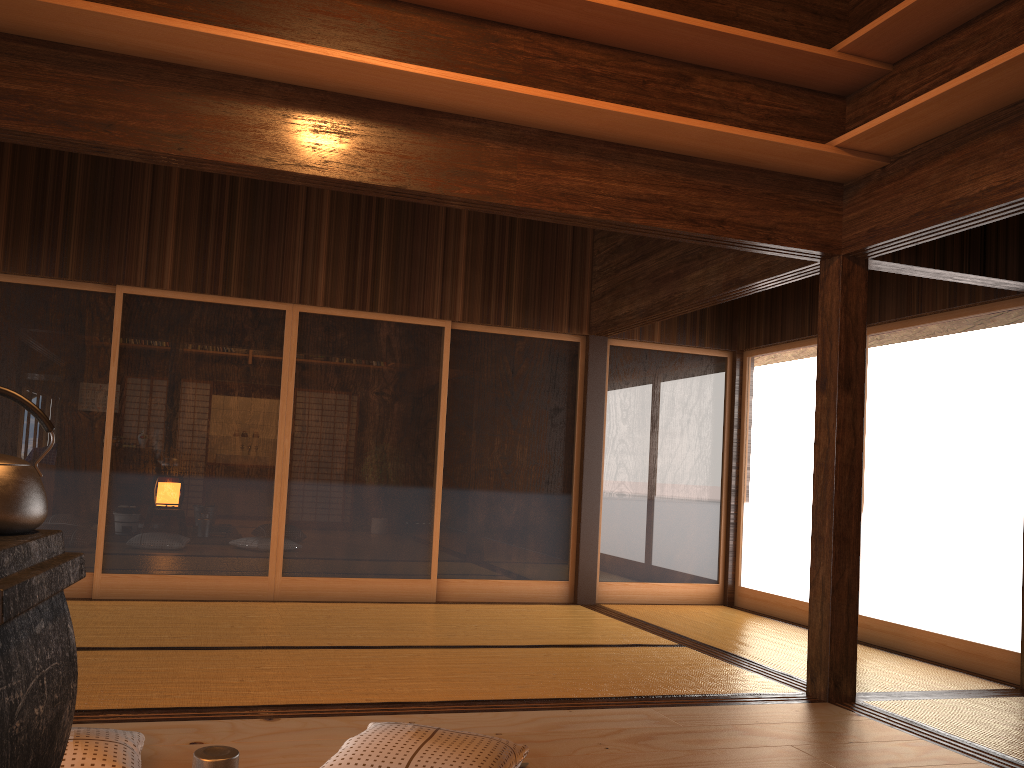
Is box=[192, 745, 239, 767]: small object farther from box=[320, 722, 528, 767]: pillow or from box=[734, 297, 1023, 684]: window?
box=[734, 297, 1023, 684]: window

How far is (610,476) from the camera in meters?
6.8

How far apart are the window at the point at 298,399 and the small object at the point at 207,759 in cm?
418

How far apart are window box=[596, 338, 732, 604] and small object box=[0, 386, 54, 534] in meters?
5.6

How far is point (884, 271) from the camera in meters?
5.7 m

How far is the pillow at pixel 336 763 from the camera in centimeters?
245cm

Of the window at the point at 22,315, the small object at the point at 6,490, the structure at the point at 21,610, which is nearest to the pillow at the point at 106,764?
the structure at the point at 21,610

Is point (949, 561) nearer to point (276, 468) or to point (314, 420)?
point (314, 420)

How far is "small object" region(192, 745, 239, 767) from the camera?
1.8m

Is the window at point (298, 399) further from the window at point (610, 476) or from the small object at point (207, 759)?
the small object at point (207, 759)
